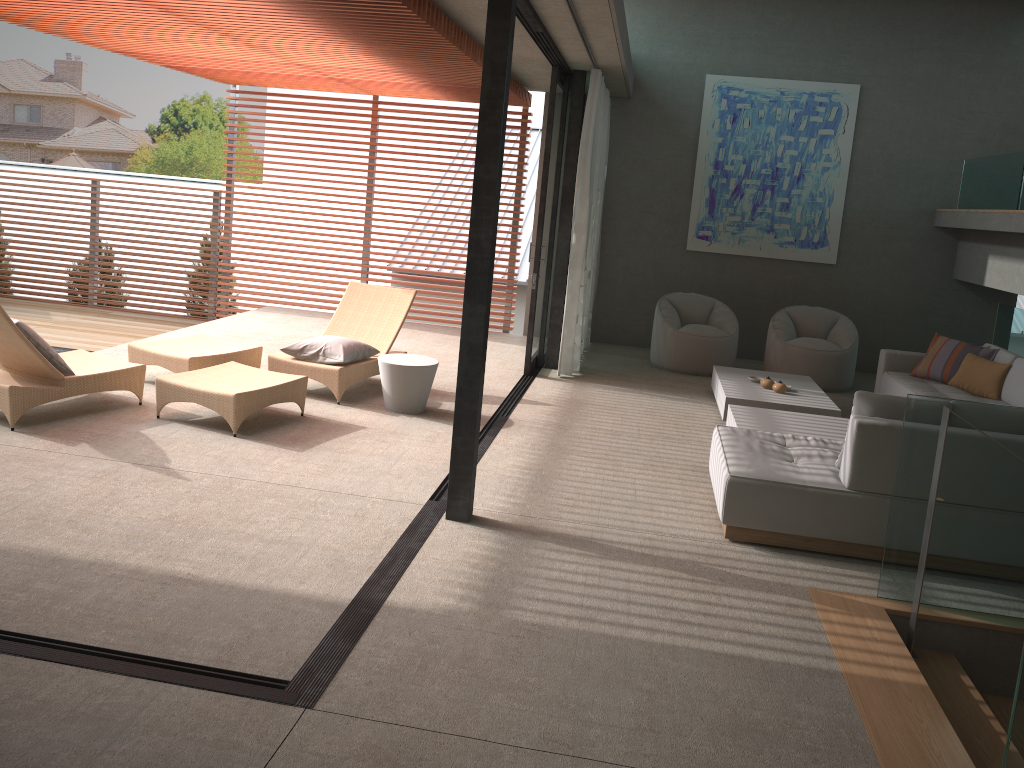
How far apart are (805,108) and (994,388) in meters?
4.2

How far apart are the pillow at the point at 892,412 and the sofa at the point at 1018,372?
3.00m

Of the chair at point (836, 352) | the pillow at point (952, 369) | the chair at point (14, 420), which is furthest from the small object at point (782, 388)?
the chair at point (14, 420)

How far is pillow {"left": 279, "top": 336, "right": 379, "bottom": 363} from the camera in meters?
6.9

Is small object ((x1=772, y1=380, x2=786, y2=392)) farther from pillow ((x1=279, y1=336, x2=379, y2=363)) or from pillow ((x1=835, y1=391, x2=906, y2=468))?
pillow ((x1=279, y1=336, x2=379, y2=363))

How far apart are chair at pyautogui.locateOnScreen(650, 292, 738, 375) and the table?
3.3 meters

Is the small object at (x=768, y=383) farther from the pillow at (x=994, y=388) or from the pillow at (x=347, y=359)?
the pillow at (x=347, y=359)

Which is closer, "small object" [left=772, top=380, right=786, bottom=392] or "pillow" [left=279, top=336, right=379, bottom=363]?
"pillow" [left=279, top=336, right=379, bottom=363]

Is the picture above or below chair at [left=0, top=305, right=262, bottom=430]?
above

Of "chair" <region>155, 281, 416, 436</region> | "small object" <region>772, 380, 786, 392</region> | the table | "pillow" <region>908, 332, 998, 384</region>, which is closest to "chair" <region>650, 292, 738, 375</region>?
"small object" <region>772, 380, 786, 392</region>
